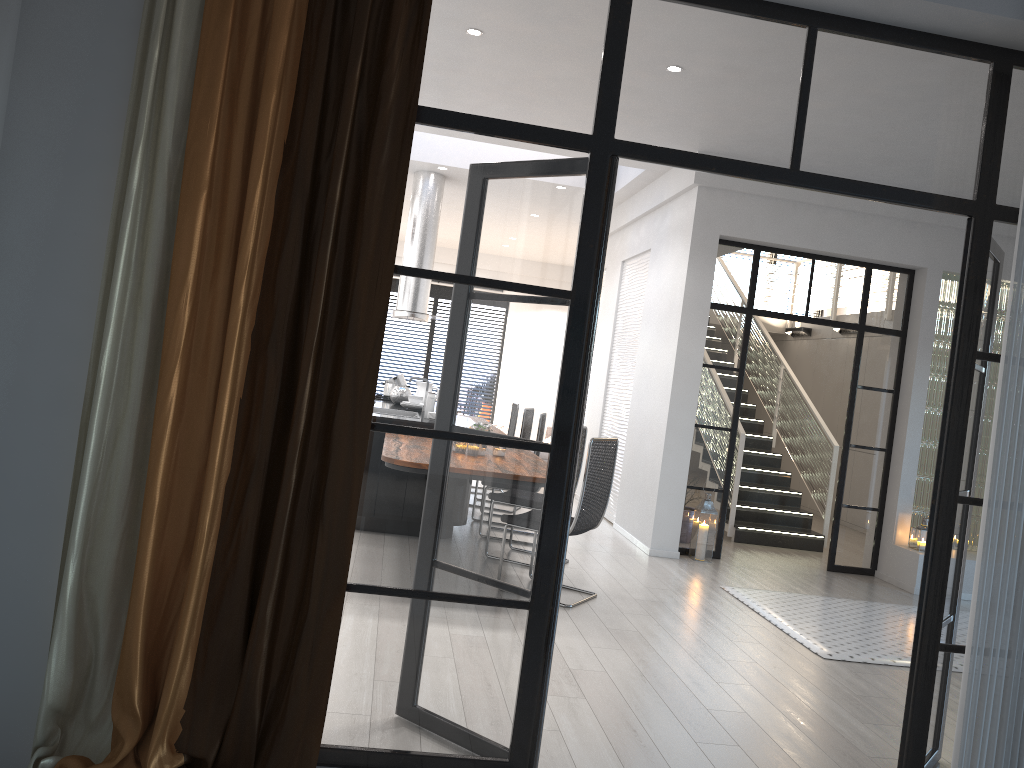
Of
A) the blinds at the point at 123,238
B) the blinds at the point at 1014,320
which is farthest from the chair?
the blinds at the point at 123,238

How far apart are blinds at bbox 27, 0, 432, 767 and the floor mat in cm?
345

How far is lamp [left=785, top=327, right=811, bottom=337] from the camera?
12.7 meters

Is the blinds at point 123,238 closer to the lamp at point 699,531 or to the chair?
the chair

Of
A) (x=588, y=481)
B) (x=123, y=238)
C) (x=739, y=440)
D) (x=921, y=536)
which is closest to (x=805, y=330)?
(x=739, y=440)

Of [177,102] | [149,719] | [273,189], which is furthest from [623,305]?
[149,719]

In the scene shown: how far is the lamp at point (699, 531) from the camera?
7.36m

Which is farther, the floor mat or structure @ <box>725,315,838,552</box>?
structure @ <box>725,315,838,552</box>

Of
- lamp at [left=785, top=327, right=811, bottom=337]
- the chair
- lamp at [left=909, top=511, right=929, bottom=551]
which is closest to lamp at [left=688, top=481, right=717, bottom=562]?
lamp at [left=909, top=511, right=929, bottom=551]

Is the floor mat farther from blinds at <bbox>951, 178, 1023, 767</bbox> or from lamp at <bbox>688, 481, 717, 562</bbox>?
blinds at <bbox>951, 178, 1023, 767</bbox>
